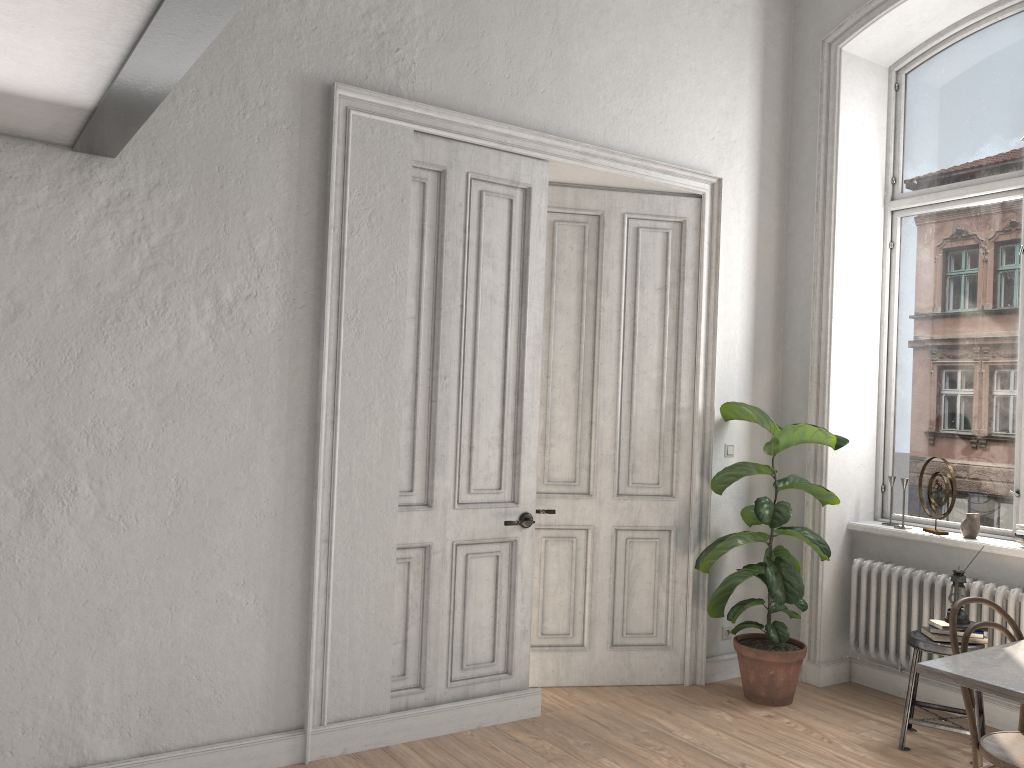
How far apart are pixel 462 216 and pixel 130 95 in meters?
1.8 m

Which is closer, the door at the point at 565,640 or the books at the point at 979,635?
the books at the point at 979,635

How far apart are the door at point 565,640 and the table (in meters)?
2.07

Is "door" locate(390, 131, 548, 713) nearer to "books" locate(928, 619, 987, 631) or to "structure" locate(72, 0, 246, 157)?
"structure" locate(72, 0, 246, 157)

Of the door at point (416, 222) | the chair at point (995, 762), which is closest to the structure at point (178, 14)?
the door at point (416, 222)

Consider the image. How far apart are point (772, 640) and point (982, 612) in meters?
1.0 m

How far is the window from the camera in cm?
486

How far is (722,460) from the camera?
5.21m

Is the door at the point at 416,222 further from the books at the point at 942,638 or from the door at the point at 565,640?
the books at the point at 942,638

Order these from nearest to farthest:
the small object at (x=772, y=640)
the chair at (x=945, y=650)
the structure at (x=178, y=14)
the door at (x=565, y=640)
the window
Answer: the structure at (x=178, y=14) → the chair at (x=945, y=650) → the small object at (x=772, y=640) → the window → the door at (x=565, y=640)
